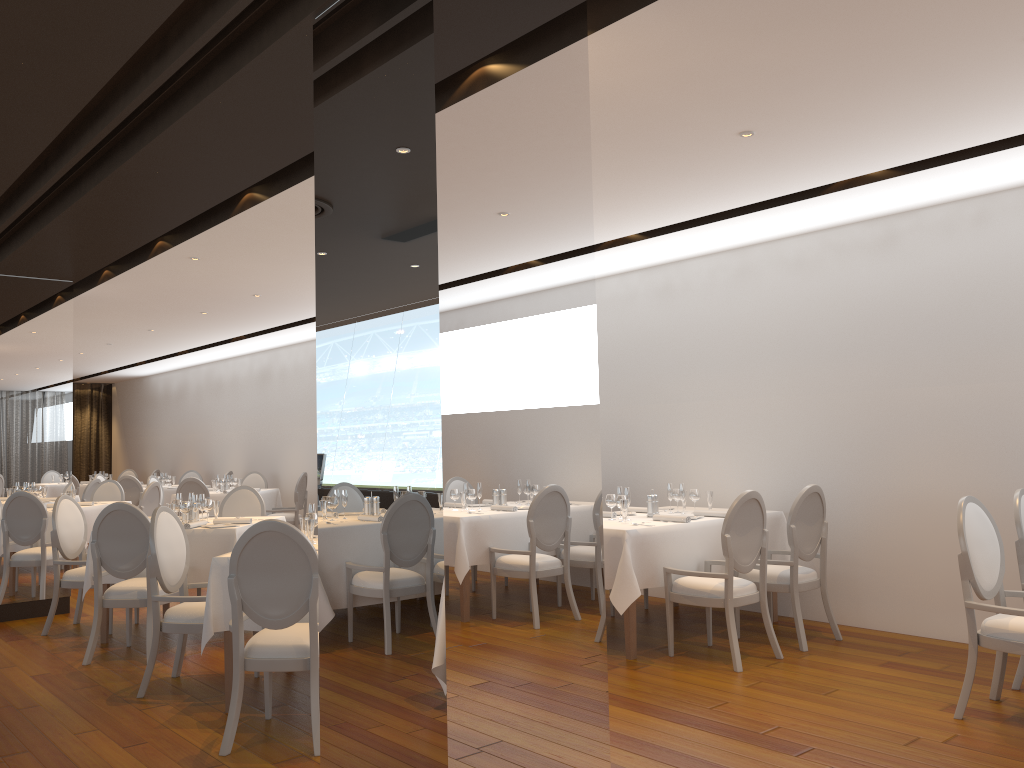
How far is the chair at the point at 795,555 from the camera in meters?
6.0

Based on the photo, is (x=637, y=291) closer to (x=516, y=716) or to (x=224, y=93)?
(x=224, y=93)

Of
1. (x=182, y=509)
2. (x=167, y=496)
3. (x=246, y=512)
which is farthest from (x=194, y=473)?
(x=182, y=509)

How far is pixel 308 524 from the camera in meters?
5.1 m

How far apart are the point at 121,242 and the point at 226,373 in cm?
904

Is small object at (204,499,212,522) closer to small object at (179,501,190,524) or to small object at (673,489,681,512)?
small object at (179,501,190,524)

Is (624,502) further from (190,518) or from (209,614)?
(190,518)

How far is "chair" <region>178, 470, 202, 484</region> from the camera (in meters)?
15.62

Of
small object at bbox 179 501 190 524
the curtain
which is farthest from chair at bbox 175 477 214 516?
the curtain

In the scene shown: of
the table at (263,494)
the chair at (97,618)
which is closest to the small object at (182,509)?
the chair at (97,618)
